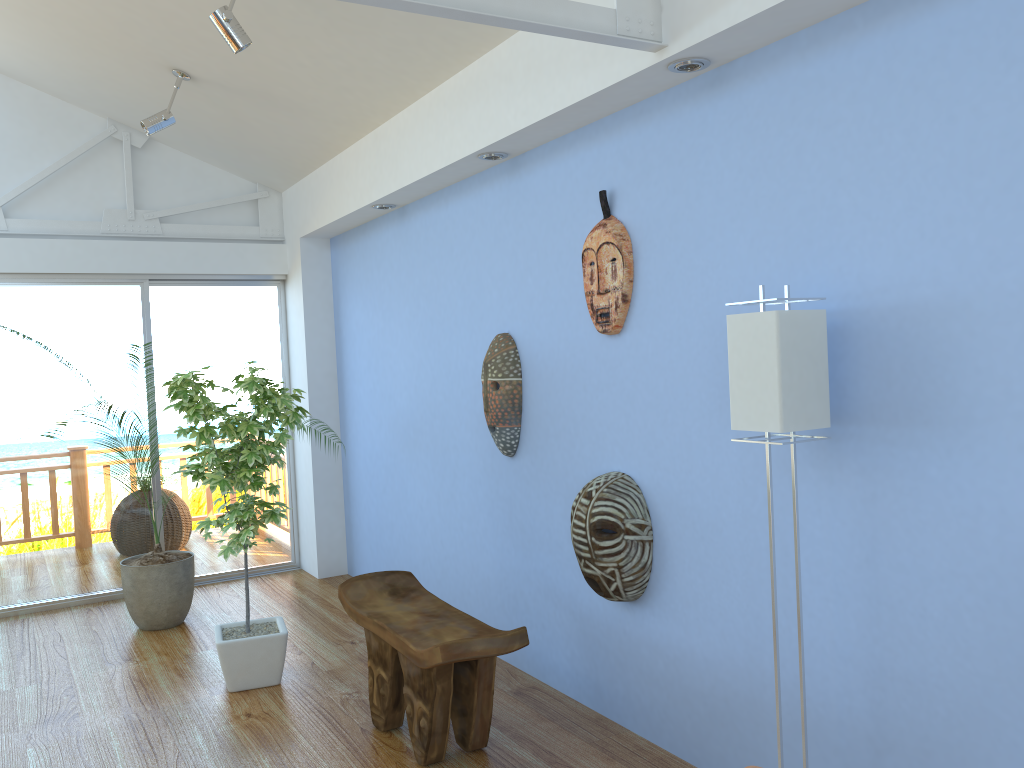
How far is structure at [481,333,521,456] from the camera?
3.7m

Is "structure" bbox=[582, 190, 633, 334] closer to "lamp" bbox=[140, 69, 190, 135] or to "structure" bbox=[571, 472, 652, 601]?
"structure" bbox=[571, 472, 652, 601]

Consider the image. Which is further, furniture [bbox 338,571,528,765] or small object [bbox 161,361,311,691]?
small object [bbox 161,361,311,691]

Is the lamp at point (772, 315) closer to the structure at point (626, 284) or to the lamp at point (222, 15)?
the structure at point (626, 284)

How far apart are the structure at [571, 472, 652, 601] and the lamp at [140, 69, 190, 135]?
2.9m

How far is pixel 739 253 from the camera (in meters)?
2.61

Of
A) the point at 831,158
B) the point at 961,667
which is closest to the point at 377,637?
the point at 961,667

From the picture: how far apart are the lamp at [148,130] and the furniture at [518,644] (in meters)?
2.49

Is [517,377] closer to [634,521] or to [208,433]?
[634,521]

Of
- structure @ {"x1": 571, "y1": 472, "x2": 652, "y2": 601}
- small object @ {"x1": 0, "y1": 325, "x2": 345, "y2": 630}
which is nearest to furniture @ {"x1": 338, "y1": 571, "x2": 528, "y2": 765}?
structure @ {"x1": 571, "y1": 472, "x2": 652, "y2": 601}
